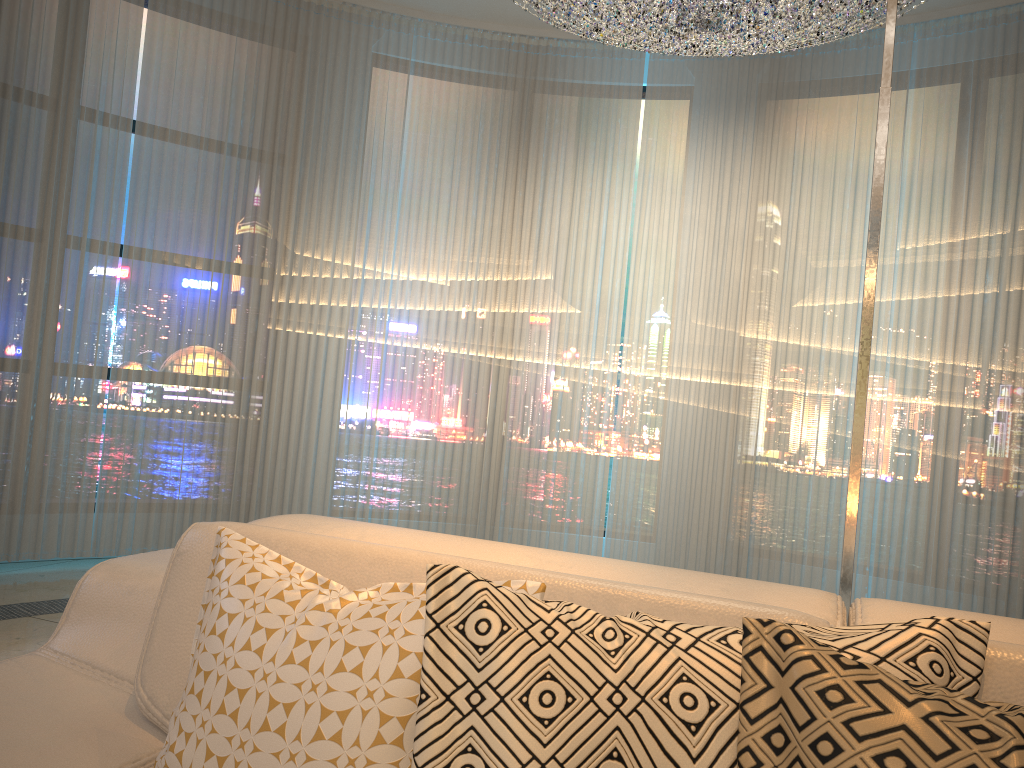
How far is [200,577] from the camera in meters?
Result: 1.2

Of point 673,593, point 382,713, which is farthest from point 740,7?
point 382,713

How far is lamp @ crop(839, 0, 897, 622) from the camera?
1.5 meters

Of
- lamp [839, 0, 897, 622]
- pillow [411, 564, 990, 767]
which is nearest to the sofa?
pillow [411, 564, 990, 767]

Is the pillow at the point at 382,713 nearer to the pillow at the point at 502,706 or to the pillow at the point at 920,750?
the pillow at the point at 502,706

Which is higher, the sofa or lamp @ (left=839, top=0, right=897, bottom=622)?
lamp @ (left=839, top=0, right=897, bottom=622)

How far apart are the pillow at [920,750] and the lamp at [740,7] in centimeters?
298cm

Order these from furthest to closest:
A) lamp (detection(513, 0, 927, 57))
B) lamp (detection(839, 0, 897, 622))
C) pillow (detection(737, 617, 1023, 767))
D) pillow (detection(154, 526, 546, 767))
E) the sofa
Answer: lamp (detection(513, 0, 927, 57)), lamp (detection(839, 0, 897, 622)), the sofa, pillow (detection(154, 526, 546, 767)), pillow (detection(737, 617, 1023, 767))

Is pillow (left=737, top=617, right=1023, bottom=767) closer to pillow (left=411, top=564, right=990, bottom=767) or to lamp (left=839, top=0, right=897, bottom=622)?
pillow (left=411, top=564, right=990, bottom=767)

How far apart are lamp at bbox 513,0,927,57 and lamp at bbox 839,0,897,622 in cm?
186
